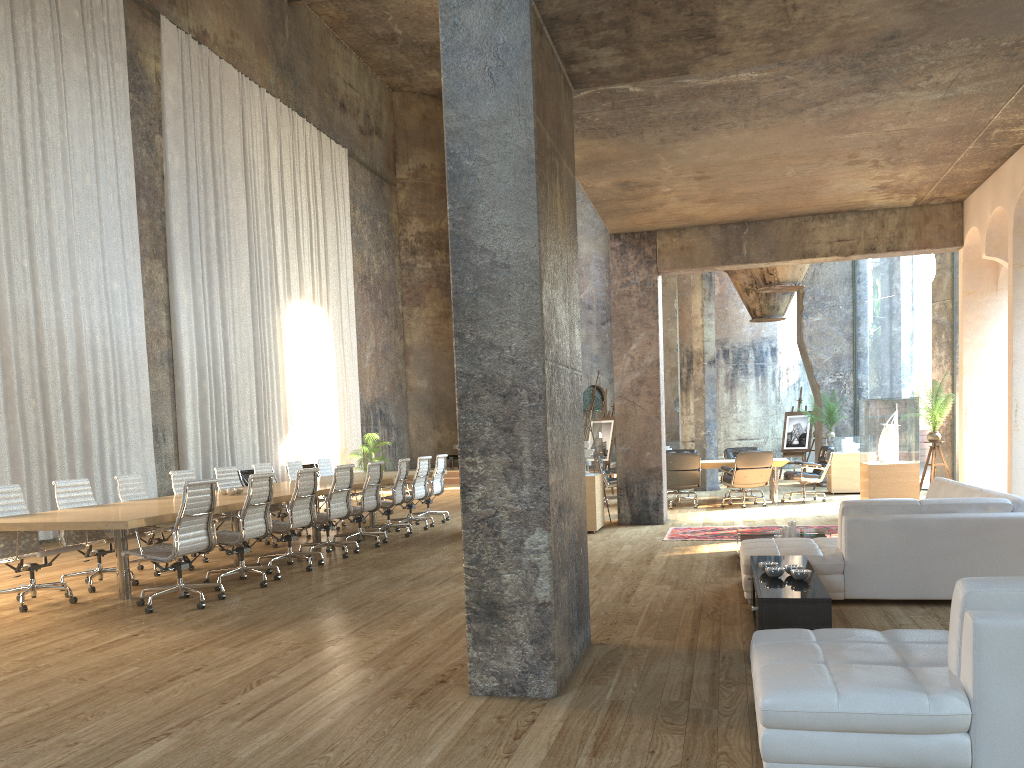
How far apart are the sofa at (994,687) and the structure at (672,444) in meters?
13.8 m

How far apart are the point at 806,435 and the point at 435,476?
10.5m

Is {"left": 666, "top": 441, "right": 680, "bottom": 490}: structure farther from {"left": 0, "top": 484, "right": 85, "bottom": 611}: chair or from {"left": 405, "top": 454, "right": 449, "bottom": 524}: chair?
{"left": 0, "top": 484, "right": 85, "bottom": 611}: chair

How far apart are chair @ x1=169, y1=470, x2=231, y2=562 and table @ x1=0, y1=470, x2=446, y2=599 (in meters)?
0.83

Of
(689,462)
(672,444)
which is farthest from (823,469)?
(672,444)

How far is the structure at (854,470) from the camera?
15.2m

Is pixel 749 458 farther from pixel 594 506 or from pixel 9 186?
pixel 9 186

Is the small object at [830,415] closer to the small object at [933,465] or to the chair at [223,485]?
the small object at [933,465]

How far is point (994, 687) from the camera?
2.84m

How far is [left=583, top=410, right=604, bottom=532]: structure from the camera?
10.9m
